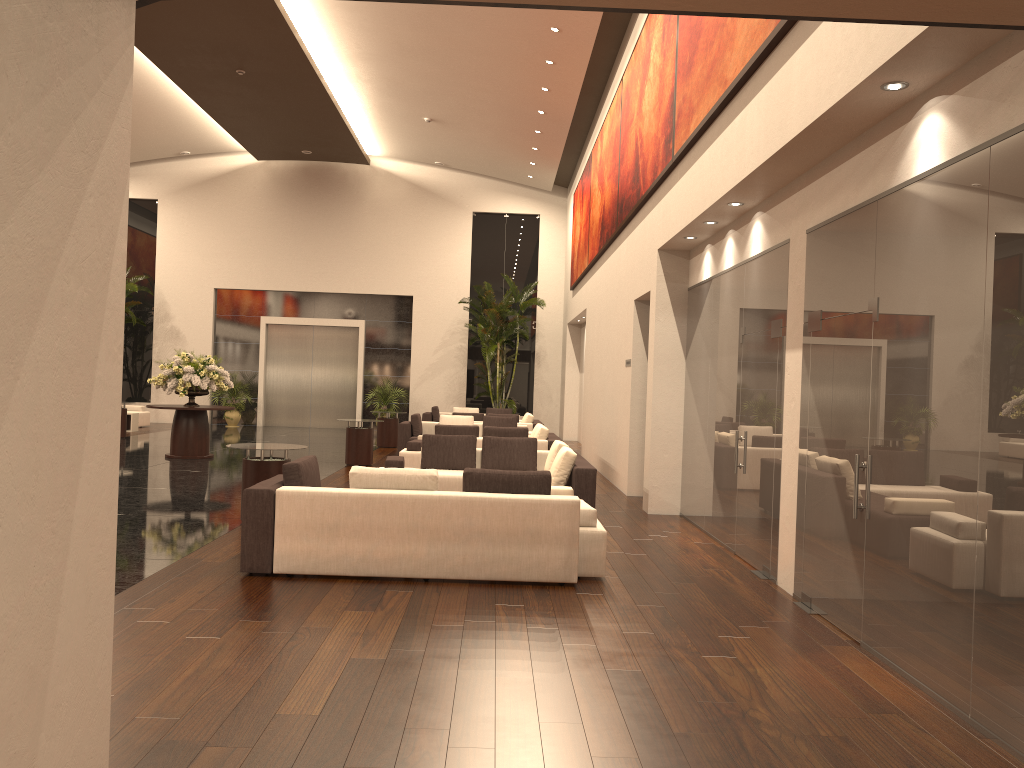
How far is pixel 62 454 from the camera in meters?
2.4 m

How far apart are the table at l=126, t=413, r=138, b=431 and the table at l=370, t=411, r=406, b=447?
6.8 meters

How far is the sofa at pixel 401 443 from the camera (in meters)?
17.57

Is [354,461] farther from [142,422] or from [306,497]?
[142,422]

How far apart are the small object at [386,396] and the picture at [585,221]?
6.6 meters

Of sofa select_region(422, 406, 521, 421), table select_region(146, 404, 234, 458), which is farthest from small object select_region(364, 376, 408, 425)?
table select_region(146, 404, 234, 458)

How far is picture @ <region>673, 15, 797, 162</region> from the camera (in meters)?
6.65

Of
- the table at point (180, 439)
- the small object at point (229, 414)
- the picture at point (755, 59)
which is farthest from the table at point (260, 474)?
the small object at point (229, 414)

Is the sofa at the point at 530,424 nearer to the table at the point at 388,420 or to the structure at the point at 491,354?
the table at the point at 388,420

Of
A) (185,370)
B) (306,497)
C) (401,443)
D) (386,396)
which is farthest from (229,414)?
(306,497)
